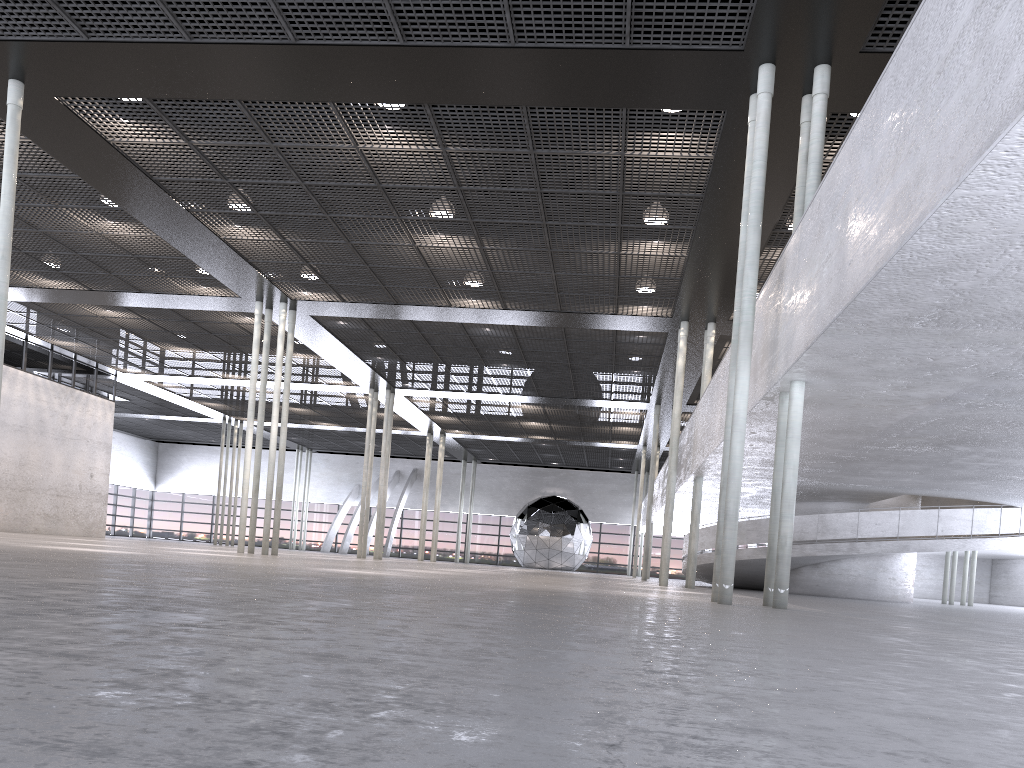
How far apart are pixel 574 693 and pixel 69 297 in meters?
23.6

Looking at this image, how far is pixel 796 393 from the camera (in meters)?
9.69

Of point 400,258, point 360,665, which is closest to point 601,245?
point 400,258
